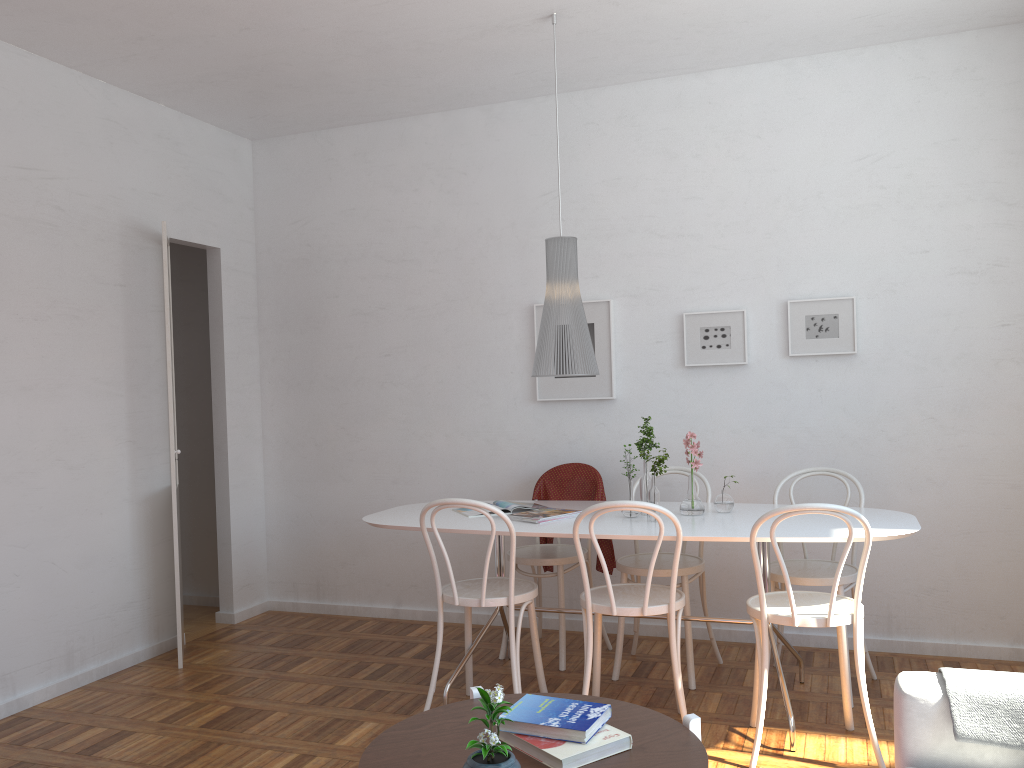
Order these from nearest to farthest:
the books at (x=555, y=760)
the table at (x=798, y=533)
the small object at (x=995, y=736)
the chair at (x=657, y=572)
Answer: the books at (x=555, y=760) → the small object at (x=995, y=736) → the table at (x=798, y=533) → the chair at (x=657, y=572)

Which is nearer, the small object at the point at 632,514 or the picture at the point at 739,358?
the small object at the point at 632,514

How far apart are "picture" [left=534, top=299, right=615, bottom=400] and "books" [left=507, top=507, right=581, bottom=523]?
1.0m

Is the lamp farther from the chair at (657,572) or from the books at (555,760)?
the books at (555,760)

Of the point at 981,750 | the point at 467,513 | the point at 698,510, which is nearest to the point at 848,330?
the point at 698,510

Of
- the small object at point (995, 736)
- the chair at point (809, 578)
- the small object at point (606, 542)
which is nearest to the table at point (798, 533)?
the chair at point (809, 578)

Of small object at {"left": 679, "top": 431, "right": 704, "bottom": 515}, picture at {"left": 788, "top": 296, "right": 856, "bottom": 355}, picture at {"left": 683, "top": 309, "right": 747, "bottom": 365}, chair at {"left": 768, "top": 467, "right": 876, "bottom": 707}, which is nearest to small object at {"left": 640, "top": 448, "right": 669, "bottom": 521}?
small object at {"left": 679, "top": 431, "right": 704, "bottom": 515}

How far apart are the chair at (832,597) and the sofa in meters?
0.8 m

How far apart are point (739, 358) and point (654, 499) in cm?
123

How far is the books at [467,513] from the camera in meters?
3.9
